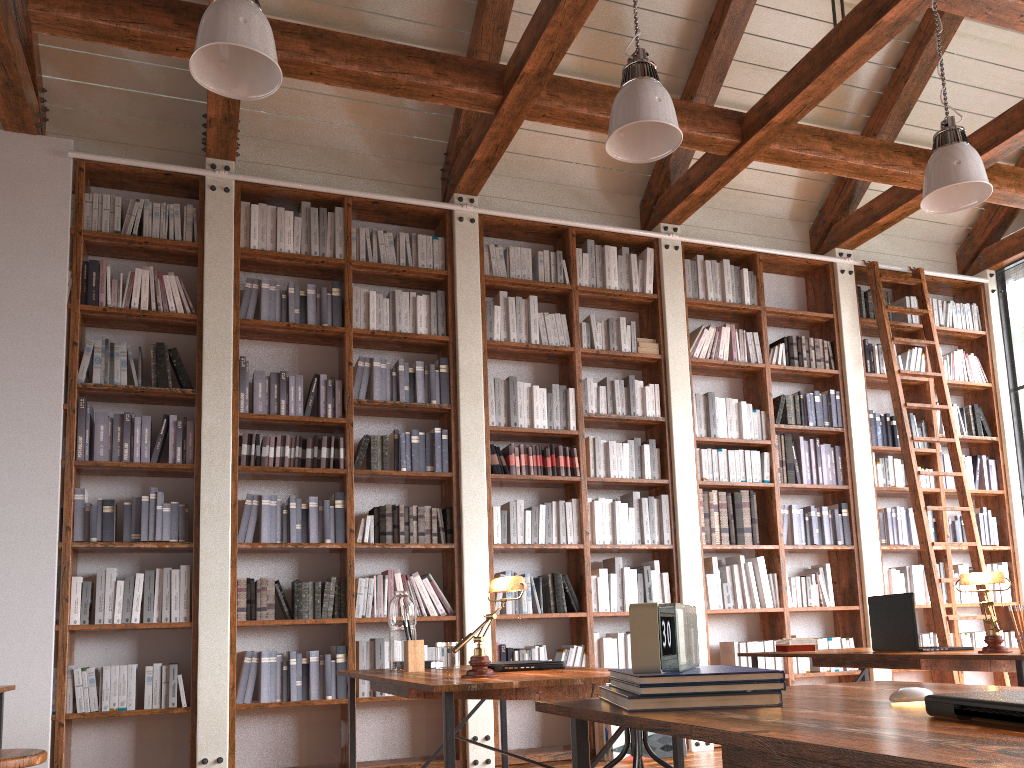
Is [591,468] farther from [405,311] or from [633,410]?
[405,311]

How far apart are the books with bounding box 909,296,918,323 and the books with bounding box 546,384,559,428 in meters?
3.2

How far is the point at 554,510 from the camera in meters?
5.6

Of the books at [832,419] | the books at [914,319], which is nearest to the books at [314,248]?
the books at [832,419]

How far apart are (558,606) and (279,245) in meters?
2.8 m

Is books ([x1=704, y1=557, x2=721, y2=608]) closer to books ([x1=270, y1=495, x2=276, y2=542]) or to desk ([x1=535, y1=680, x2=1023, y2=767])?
books ([x1=270, y1=495, x2=276, y2=542])

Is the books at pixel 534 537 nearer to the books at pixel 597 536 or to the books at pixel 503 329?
the books at pixel 597 536

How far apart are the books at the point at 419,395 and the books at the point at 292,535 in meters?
1.0

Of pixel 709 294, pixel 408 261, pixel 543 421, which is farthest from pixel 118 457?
pixel 709 294

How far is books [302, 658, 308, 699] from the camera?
4.78m
